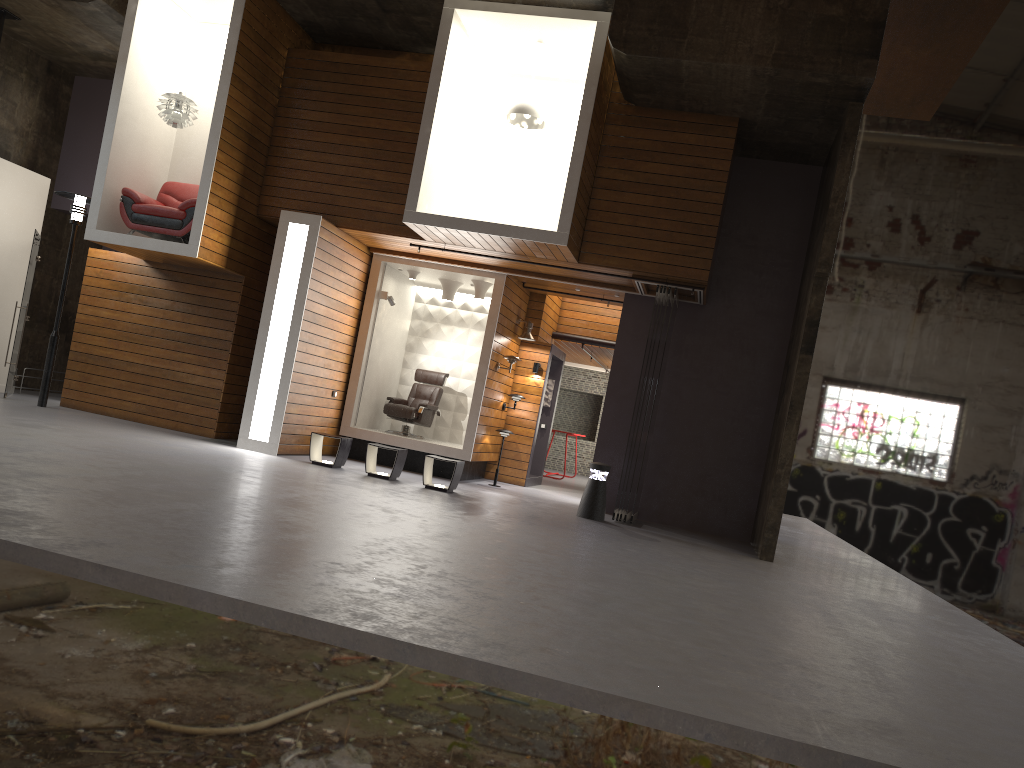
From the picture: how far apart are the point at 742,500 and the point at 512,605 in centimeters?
759cm

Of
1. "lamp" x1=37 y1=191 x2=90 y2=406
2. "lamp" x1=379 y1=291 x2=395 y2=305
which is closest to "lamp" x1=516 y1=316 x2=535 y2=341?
"lamp" x1=379 y1=291 x2=395 y2=305

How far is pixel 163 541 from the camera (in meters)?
4.76

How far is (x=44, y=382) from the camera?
11.77m

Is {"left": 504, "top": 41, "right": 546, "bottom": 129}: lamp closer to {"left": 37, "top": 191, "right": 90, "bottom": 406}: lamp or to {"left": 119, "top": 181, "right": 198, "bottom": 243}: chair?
{"left": 119, "top": 181, "right": 198, "bottom": 243}: chair

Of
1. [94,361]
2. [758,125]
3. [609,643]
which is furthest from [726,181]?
[94,361]

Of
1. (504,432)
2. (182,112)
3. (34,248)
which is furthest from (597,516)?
(34,248)

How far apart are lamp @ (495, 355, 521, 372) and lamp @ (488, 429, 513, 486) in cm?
106

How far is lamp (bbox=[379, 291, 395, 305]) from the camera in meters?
13.0

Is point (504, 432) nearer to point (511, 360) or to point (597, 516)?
point (511, 360)
